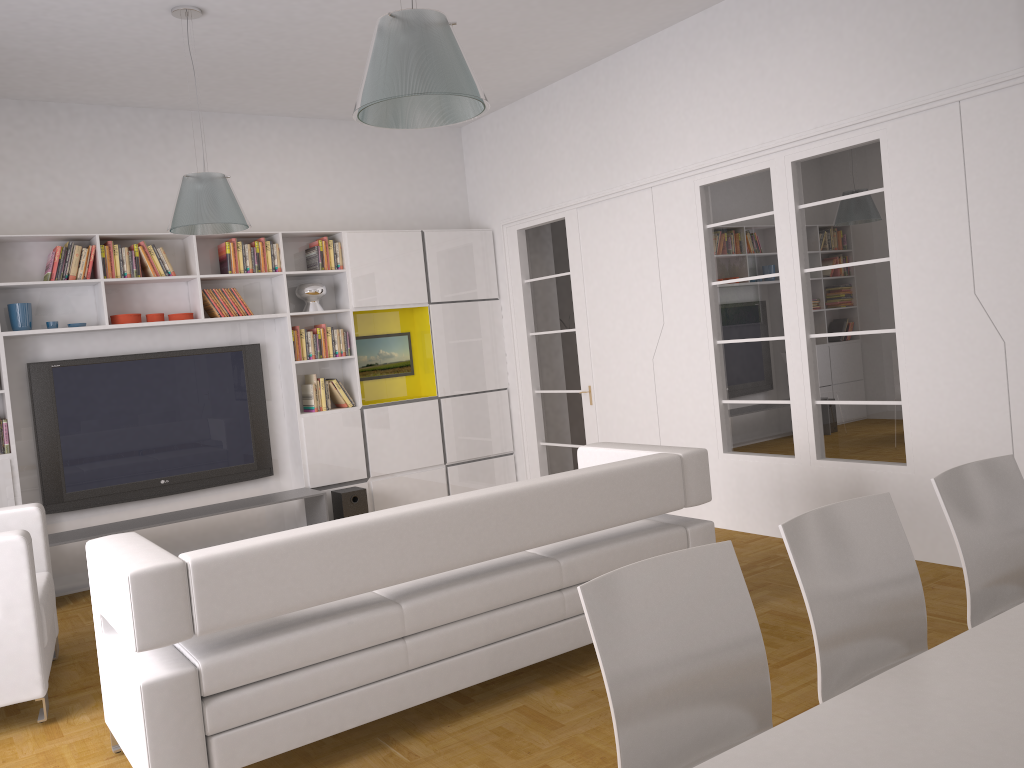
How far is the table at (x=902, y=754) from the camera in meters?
1.5

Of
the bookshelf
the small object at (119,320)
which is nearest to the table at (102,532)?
the bookshelf

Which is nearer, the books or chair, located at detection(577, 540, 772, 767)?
chair, located at detection(577, 540, 772, 767)

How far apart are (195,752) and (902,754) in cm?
228

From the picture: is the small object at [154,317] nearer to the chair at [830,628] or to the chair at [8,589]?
the chair at [8,589]

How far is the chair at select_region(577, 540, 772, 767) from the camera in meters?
1.9

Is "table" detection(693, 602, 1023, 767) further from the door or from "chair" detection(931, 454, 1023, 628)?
the door

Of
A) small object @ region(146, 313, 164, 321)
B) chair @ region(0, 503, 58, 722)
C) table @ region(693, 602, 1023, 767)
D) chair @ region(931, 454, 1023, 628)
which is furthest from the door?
table @ region(693, 602, 1023, 767)

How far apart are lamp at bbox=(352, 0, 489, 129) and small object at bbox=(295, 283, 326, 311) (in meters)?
4.19

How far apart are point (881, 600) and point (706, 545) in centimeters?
63cm
